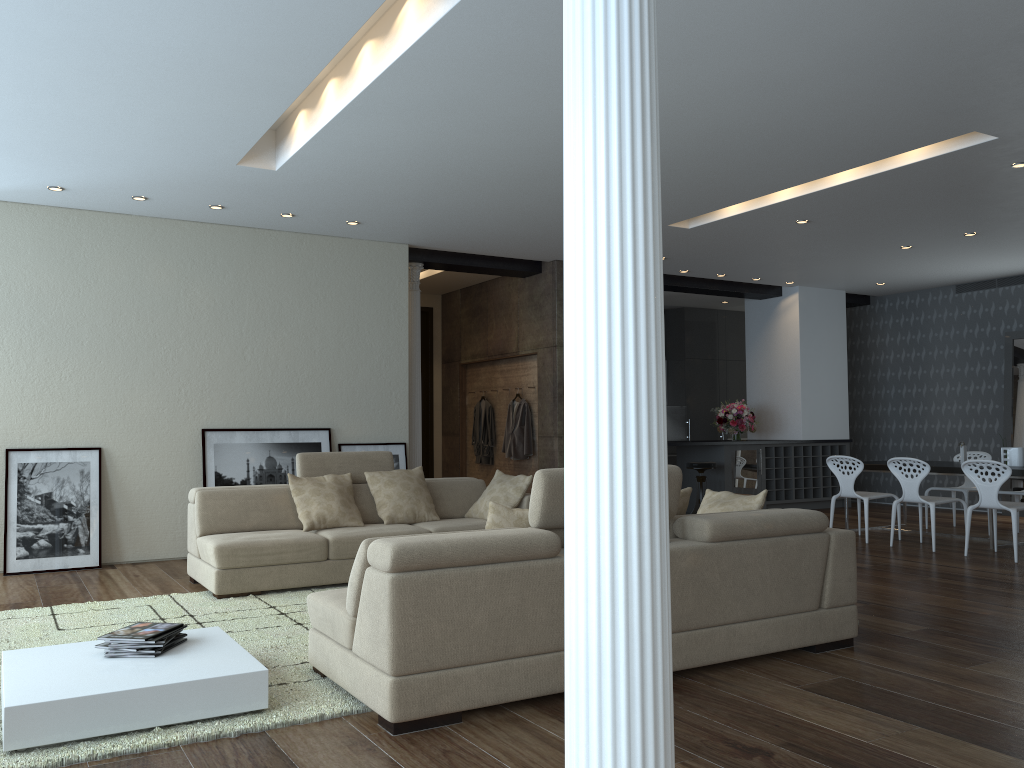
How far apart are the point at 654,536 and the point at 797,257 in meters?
9.1

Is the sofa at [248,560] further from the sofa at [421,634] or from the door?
the door

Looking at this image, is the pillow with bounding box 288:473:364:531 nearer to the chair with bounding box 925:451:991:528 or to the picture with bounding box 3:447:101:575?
the picture with bounding box 3:447:101:575

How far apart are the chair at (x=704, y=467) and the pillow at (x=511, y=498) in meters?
4.0 m

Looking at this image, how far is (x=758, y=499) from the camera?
4.88m

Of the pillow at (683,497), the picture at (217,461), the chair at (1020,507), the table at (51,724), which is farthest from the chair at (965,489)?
the table at (51,724)

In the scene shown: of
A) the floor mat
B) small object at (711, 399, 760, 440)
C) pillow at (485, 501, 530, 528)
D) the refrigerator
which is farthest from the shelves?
pillow at (485, 501, 530, 528)

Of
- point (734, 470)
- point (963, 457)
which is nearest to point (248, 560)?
point (963, 457)

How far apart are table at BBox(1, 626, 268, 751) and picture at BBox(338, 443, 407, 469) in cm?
440

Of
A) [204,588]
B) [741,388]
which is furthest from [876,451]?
[204,588]
